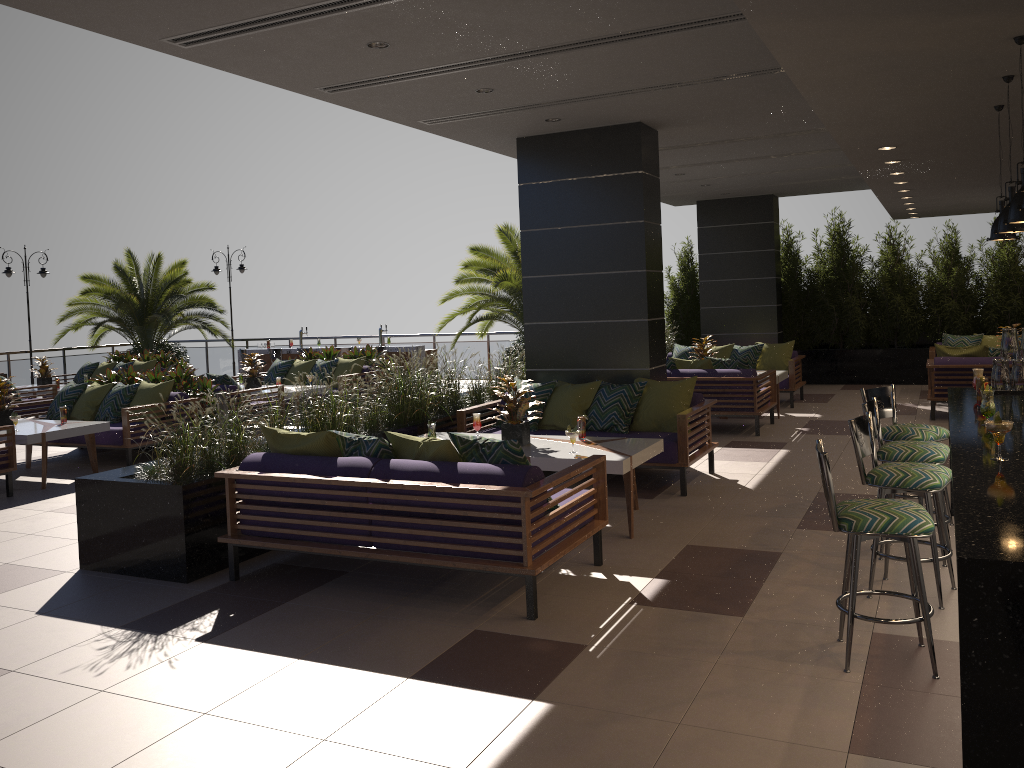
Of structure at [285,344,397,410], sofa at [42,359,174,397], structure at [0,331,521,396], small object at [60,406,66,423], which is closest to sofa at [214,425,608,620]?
small object at [60,406,66,423]

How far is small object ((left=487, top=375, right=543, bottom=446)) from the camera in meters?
6.6 m

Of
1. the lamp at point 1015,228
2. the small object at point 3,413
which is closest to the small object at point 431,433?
the lamp at point 1015,228

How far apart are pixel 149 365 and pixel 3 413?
6.34m

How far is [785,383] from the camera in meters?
12.4 m

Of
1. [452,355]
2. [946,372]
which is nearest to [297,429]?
[452,355]

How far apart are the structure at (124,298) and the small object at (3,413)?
9.3 meters

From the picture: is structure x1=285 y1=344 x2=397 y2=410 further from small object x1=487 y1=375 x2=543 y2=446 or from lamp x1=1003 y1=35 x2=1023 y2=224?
lamp x1=1003 y1=35 x2=1023 y2=224

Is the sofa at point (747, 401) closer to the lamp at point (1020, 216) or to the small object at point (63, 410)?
the lamp at point (1020, 216)

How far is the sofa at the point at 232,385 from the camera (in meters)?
11.09
